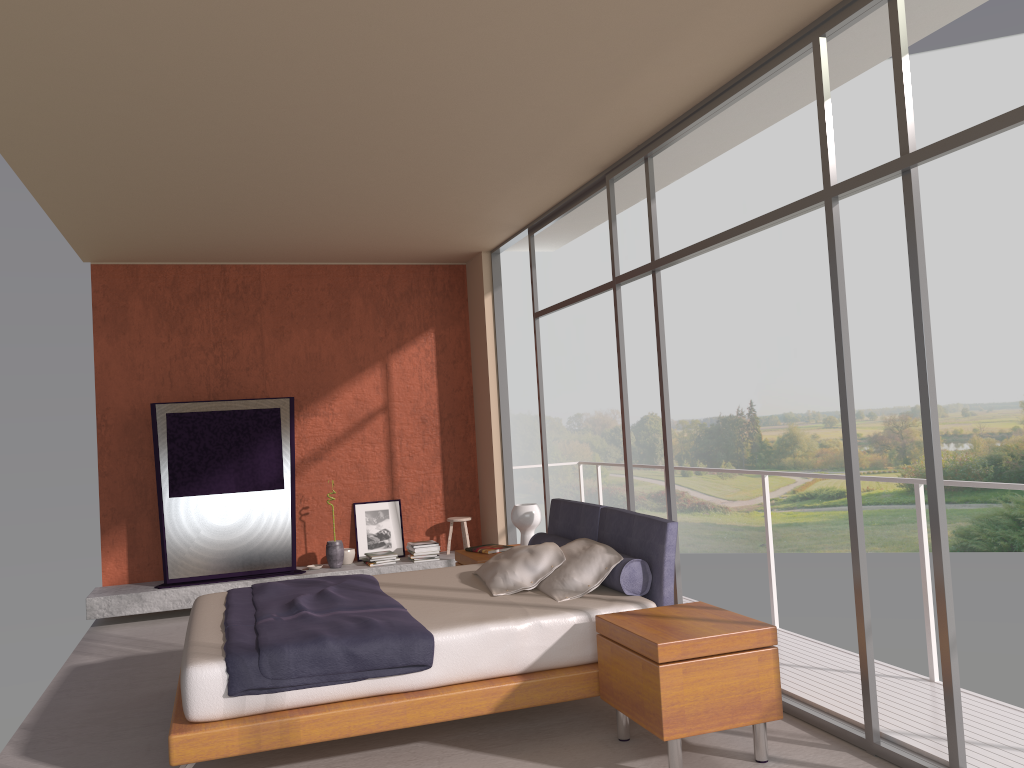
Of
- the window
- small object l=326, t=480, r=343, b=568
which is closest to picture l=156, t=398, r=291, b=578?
small object l=326, t=480, r=343, b=568

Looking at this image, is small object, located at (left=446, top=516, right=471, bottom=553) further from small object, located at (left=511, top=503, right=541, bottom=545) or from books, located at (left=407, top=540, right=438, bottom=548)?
small object, located at (left=511, top=503, right=541, bottom=545)

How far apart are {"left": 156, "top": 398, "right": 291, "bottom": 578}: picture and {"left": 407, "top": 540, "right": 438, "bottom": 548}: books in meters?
1.1

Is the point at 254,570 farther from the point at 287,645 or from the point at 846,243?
the point at 846,243

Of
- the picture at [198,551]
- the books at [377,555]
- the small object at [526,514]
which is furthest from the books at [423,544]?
the small object at [526,514]

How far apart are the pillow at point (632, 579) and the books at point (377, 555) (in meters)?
2.71

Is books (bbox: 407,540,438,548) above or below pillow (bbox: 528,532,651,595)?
below

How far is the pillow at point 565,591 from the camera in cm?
460

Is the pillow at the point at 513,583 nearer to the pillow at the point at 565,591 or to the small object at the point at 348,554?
the pillow at the point at 565,591

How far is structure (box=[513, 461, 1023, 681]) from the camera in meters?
4.4 m
